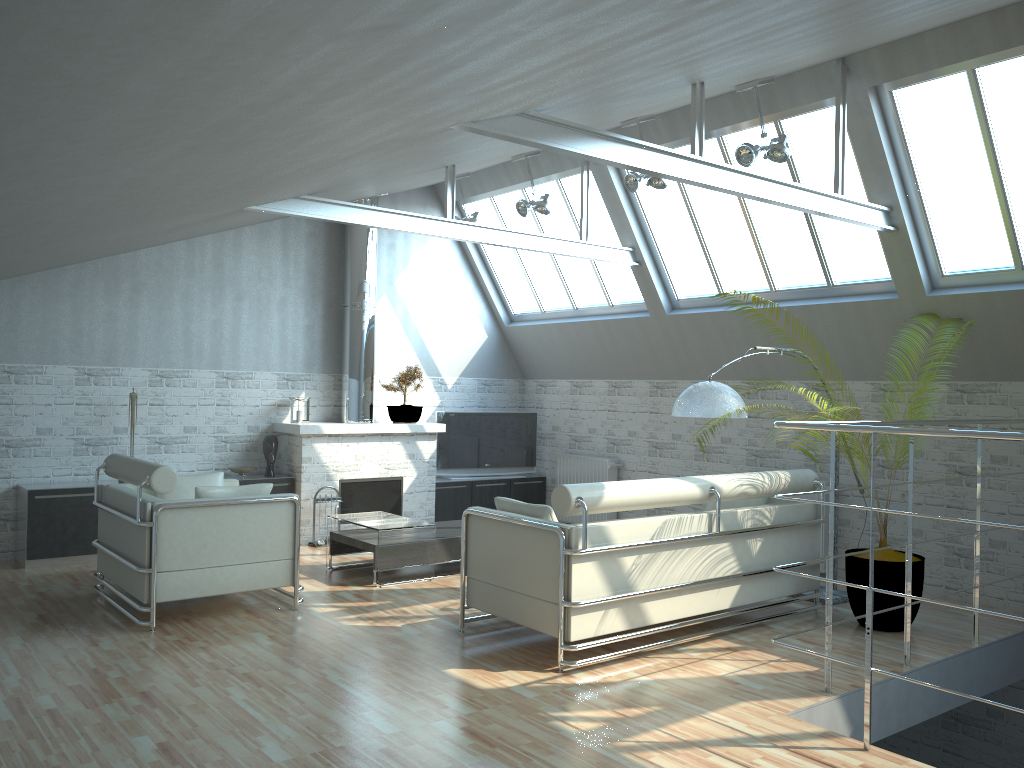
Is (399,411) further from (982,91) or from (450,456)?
(982,91)

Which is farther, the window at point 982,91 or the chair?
the window at point 982,91

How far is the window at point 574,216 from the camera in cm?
1774

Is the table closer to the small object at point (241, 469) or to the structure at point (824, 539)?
the small object at point (241, 469)

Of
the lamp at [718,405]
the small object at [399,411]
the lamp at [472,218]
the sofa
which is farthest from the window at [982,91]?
the small object at [399,411]

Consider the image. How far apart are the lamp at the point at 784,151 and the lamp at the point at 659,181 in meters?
1.5

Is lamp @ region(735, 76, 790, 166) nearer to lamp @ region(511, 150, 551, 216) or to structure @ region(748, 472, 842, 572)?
lamp @ region(511, 150, 551, 216)

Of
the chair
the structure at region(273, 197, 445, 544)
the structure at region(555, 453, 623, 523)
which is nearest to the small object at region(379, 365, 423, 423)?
the structure at region(273, 197, 445, 544)

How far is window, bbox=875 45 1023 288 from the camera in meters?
11.3

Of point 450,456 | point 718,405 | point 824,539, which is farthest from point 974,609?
point 450,456
